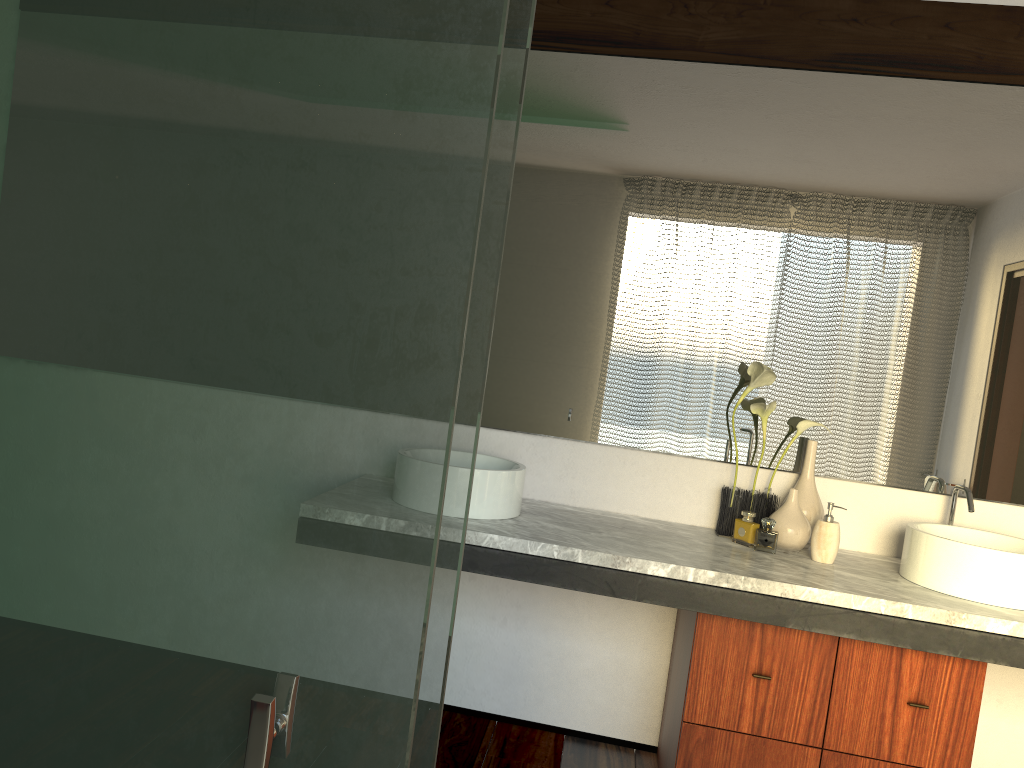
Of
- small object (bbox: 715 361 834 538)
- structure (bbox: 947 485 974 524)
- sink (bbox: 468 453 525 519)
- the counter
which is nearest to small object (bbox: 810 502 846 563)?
the counter

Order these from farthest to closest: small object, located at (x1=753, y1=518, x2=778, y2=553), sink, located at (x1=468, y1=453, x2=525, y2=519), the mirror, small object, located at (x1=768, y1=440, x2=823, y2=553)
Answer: small object, located at (x1=753, y1=518, x2=778, y2=553) → the mirror → small object, located at (x1=768, y1=440, x2=823, y2=553) → sink, located at (x1=468, y1=453, x2=525, y2=519)

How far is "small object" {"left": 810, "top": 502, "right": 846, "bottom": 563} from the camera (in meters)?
2.34

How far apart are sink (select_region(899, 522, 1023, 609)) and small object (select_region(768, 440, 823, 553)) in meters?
0.2 m

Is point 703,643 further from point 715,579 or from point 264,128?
point 264,128

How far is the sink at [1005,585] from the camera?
2.1 meters

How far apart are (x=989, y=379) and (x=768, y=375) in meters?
0.6 m

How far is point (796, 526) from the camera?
2.39m

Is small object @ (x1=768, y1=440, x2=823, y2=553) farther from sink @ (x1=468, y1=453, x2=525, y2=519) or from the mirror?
sink @ (x1=468, y1=453, x2=525, y2=519)

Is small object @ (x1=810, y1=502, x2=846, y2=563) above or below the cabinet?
above
